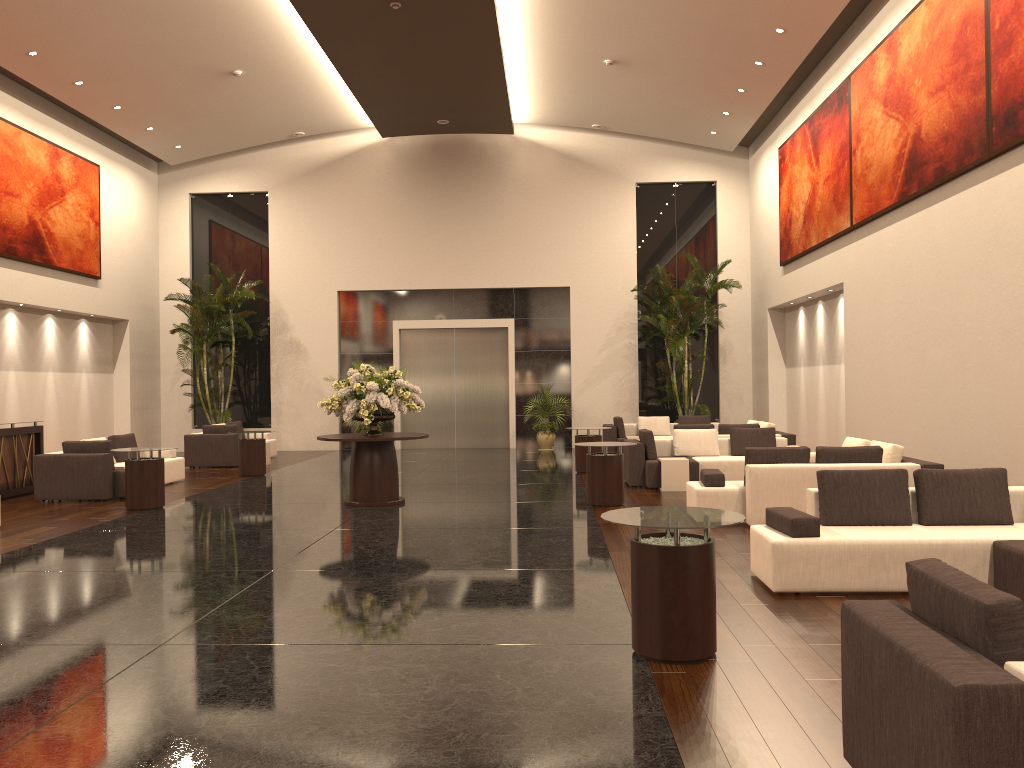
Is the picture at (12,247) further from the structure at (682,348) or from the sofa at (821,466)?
the sofa at (821,466)

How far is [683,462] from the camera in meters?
12.9

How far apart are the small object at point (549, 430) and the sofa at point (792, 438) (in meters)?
5.43

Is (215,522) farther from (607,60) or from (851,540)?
(607,60)

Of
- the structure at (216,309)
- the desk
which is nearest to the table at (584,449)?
the desk

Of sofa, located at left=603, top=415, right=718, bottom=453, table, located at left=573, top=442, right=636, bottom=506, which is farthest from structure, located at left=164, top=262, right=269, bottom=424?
table, located at left=573, top=442, right=636, bottom=506

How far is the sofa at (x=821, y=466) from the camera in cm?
945

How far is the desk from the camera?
13.2 meters

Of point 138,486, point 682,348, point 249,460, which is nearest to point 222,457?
point 249,460

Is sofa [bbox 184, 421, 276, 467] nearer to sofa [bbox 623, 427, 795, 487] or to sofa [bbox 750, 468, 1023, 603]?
sofa [bbox 623, 427, 795, 487]
